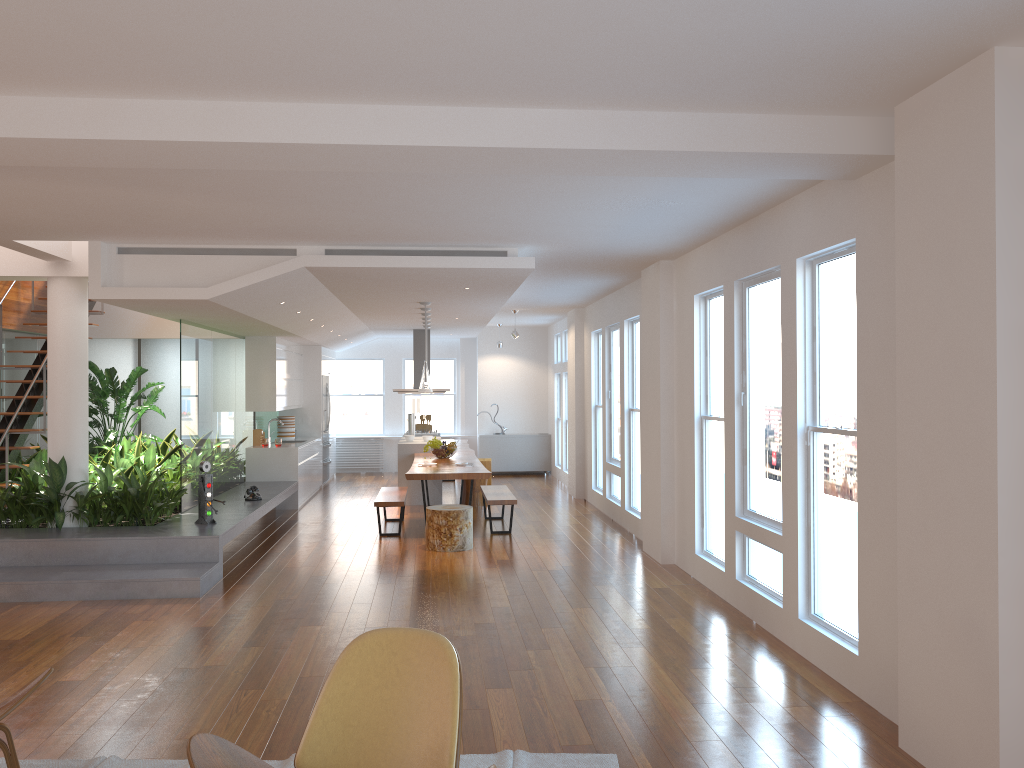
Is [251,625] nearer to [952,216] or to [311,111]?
[311,111]

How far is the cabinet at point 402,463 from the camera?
12.0m

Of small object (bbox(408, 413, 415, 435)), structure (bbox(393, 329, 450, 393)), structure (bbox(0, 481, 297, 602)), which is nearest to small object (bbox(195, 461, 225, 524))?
structure (bbox(0, 481, 297, 602))

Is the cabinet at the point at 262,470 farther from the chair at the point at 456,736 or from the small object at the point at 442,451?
the chair at the point at 456,736

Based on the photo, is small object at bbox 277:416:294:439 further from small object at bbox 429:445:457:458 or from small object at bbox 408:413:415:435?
small object at bbox 429:445:457:458

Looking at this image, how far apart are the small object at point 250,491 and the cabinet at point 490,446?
6.6m

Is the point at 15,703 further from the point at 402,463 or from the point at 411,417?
the point at 411,417

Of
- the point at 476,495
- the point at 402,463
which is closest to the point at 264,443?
the point at 402,463

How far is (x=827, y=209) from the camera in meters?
4.8

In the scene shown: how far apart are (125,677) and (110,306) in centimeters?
829cm
